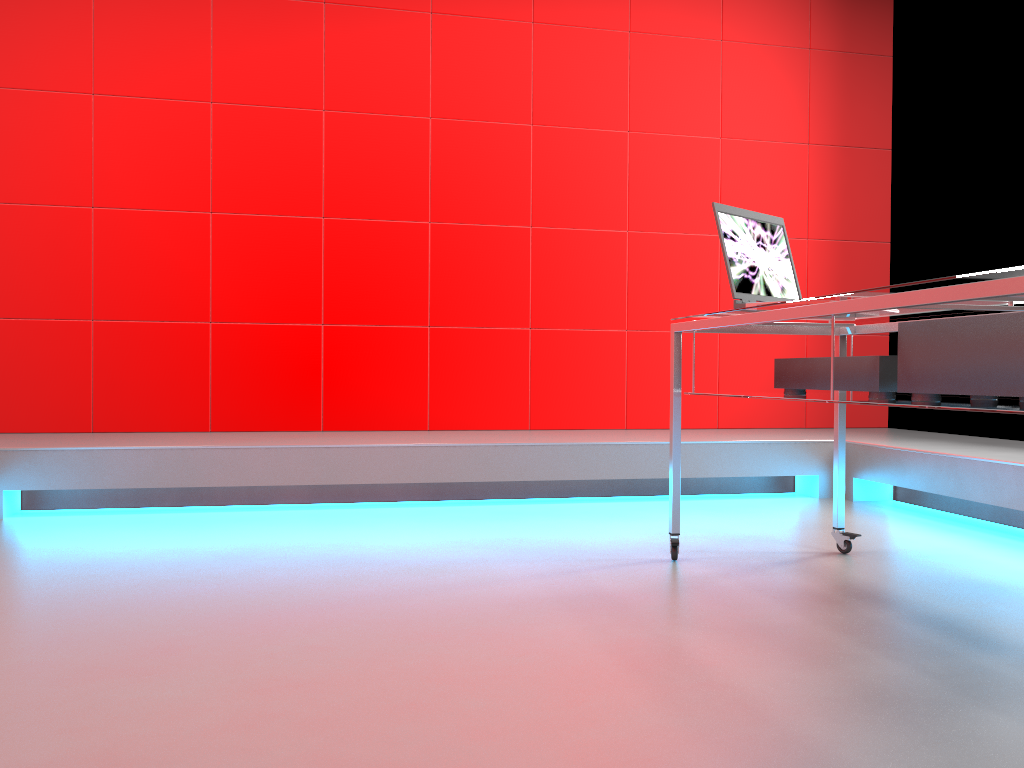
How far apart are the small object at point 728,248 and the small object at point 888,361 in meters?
0.2

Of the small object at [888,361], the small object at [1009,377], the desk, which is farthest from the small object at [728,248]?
the small object at [1009,377]

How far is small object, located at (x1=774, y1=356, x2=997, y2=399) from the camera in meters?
1.9

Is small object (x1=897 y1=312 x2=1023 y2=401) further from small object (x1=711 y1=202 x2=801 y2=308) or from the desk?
small object (x1=711 y1=202 x2=801 y2=308)

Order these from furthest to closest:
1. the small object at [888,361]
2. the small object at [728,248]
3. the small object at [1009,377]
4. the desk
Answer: the small object at [728,248] < the small object at [888,361] < the small object at [1009,377] < the desk

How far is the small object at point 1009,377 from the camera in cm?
150

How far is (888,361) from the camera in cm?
185

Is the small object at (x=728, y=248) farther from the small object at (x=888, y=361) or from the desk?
the small object at (x=888, y=361)

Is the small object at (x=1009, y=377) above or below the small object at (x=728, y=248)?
below

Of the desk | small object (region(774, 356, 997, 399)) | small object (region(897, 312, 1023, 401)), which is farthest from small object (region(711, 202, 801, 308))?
small object (region(897, 312, 1023, 401))
